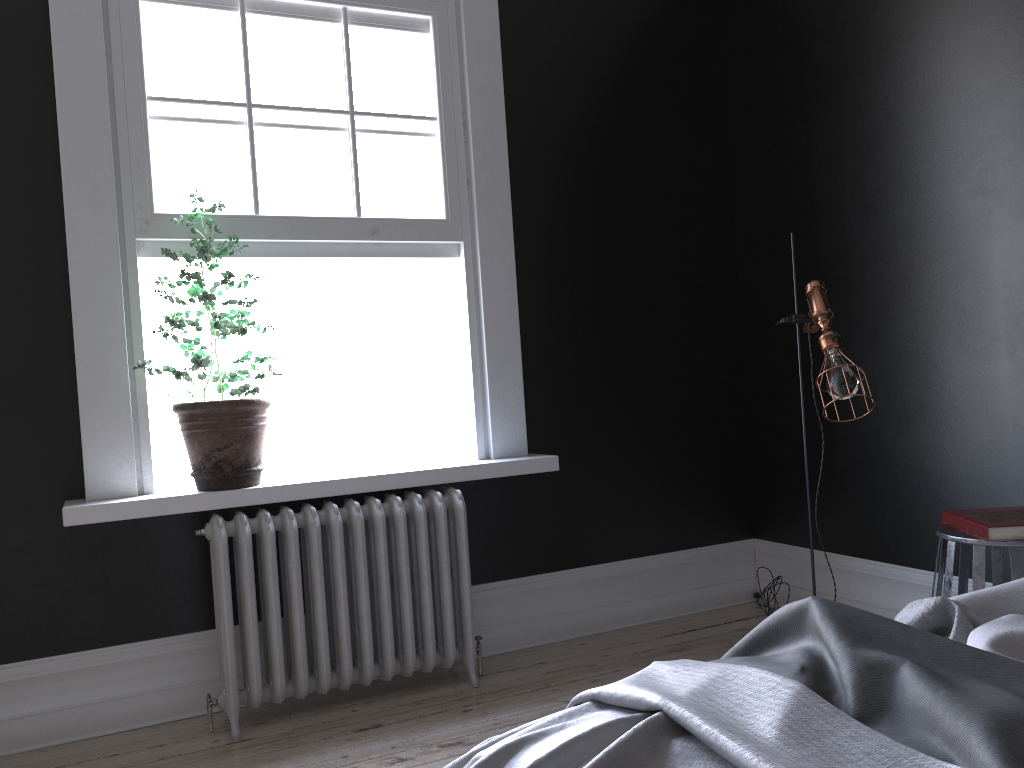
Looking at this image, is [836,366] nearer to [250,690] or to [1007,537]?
[1007,537]

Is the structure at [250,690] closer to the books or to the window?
the window

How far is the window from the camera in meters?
3.5 m

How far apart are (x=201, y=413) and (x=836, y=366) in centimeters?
231cm

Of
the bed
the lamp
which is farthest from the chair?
the bed

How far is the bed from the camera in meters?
1.2

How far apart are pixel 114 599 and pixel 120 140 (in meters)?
1.78

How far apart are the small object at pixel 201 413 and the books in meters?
2.5 m

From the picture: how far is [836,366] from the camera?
3.08m

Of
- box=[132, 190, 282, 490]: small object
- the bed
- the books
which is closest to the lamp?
the books
